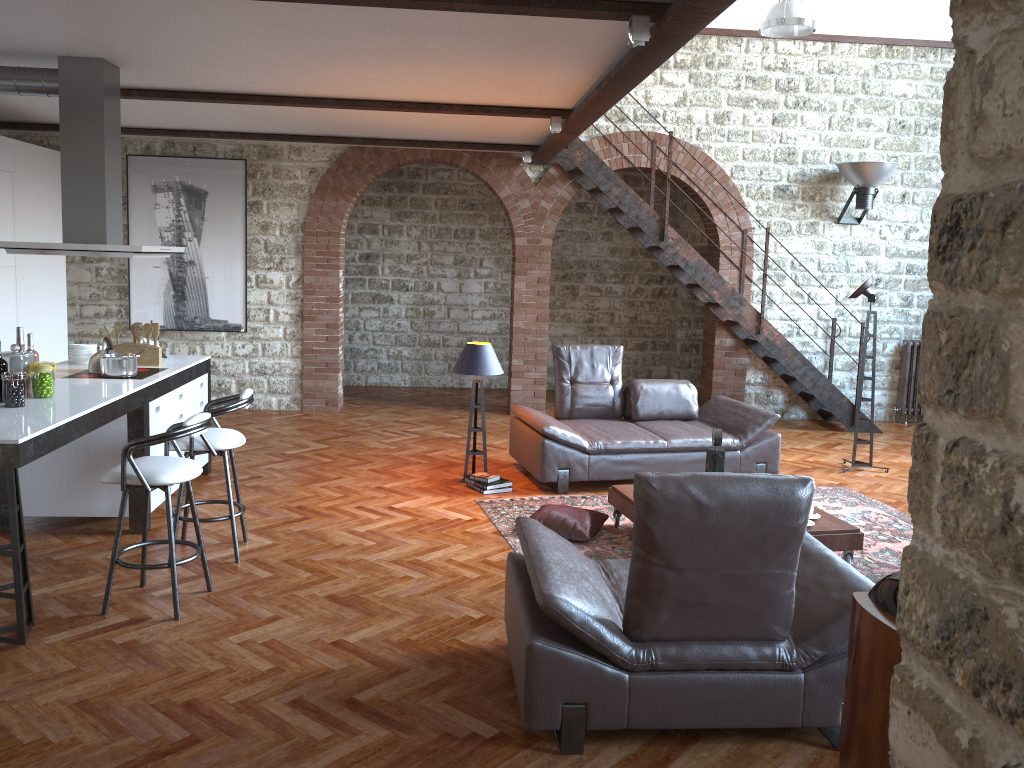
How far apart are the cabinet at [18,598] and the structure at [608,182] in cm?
418

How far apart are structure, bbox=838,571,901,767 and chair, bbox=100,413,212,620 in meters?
3.2

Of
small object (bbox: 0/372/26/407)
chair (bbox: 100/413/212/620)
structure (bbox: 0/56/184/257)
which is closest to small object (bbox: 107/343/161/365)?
structure (bbox: 0/56/184/257)

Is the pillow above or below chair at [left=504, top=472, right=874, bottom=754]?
below

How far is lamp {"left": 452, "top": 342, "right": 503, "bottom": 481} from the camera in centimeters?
683cm

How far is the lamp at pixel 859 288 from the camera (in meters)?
7.63

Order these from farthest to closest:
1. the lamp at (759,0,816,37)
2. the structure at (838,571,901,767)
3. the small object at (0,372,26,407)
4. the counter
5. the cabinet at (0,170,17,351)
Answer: the lamp at (759,0,816,37)
the cabinet at (0,170,17,351)
the small object at (0,372,26,407)
the counter
the structure at (838,571,901,767)

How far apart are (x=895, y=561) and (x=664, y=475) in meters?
3.1

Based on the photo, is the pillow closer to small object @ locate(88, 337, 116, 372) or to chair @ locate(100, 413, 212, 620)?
chair @ locate(100, 413, 212, 620)

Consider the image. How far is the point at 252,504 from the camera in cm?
625
